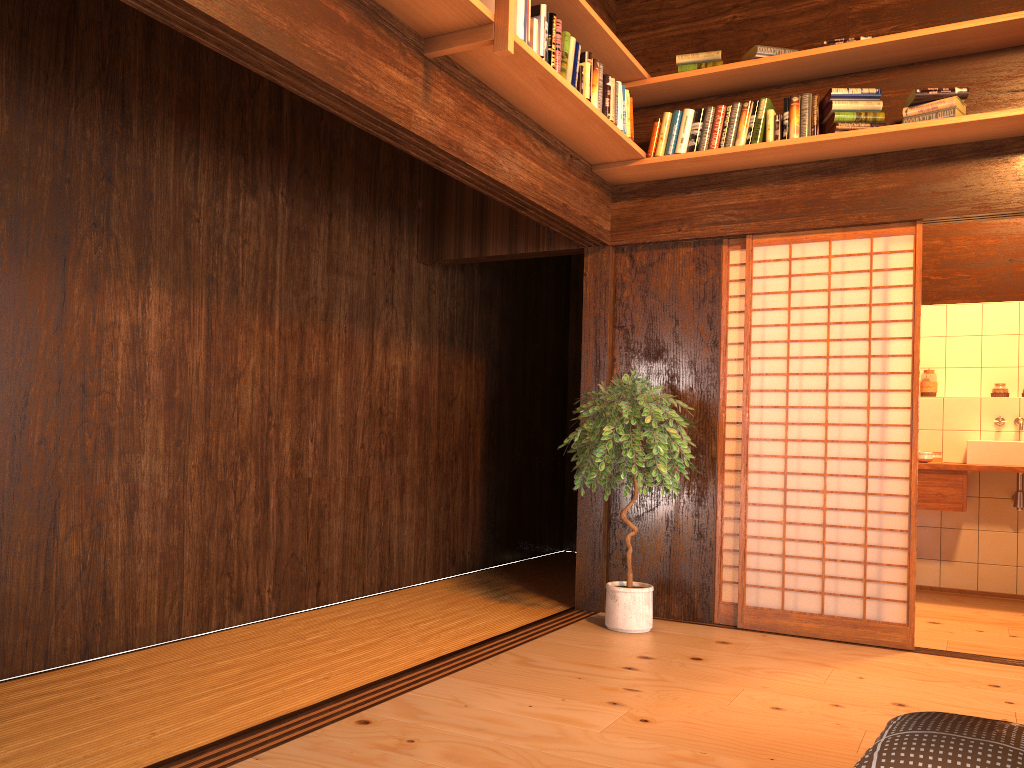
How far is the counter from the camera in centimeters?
544cm

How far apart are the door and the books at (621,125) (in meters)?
0.83

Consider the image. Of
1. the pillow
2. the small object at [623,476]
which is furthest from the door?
the pillow

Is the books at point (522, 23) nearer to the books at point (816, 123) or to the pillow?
the books at point (816, 123)

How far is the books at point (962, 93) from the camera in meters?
4.0 m

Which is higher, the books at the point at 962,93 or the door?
the books at the point at 962,93

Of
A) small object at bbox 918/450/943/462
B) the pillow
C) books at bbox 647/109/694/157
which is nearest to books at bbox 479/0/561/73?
books at bbox 647/109/694/157

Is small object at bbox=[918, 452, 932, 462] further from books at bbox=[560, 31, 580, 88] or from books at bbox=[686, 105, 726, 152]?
books at bbox=[560, 31, 580, 88]

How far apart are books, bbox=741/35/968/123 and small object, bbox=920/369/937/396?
2.7m

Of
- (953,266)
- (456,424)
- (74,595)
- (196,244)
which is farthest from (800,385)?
(74,595)
